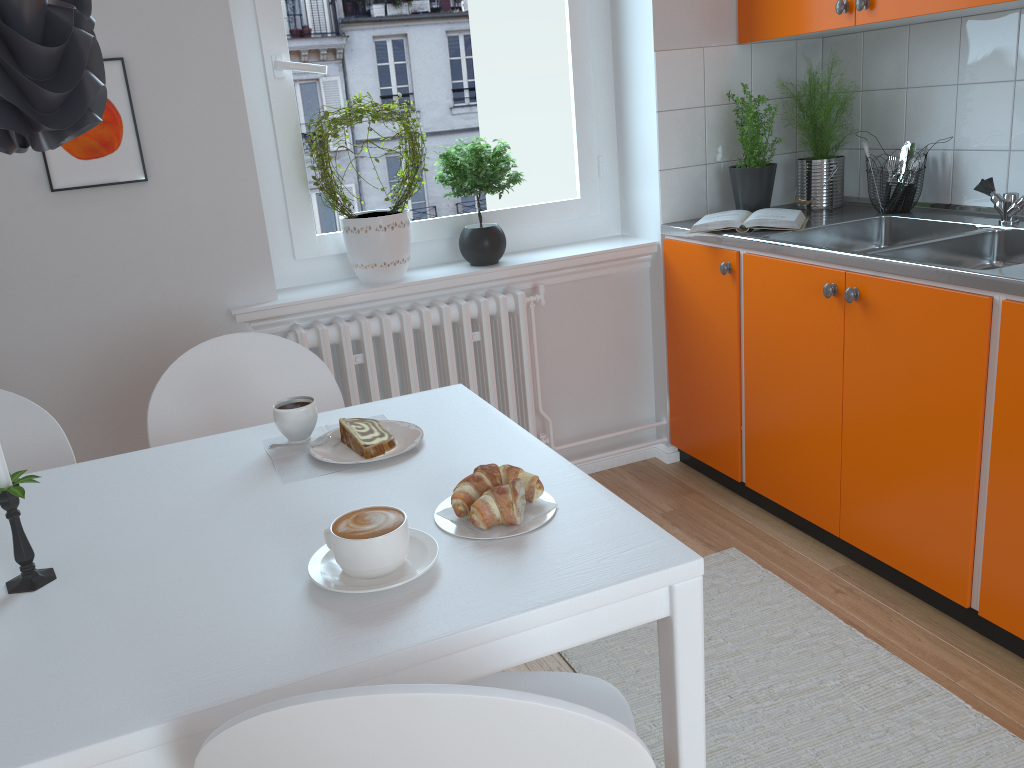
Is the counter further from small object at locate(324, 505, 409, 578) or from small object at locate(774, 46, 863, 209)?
small object at locate(324, 505, 409, 578)

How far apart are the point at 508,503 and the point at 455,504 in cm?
8

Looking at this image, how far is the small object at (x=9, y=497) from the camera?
1.1 meters

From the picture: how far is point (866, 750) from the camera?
1.8m

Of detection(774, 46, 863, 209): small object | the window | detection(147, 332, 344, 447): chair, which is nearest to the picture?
the window

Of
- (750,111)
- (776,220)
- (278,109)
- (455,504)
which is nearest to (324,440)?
(455,504)

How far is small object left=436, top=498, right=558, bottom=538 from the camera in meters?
1.1

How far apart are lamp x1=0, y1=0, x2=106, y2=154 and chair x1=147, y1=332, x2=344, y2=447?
0.99m

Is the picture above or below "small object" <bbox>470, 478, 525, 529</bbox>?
above

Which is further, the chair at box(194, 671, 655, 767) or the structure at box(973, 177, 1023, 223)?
the structure at box(973, 177, 1023, 223)
